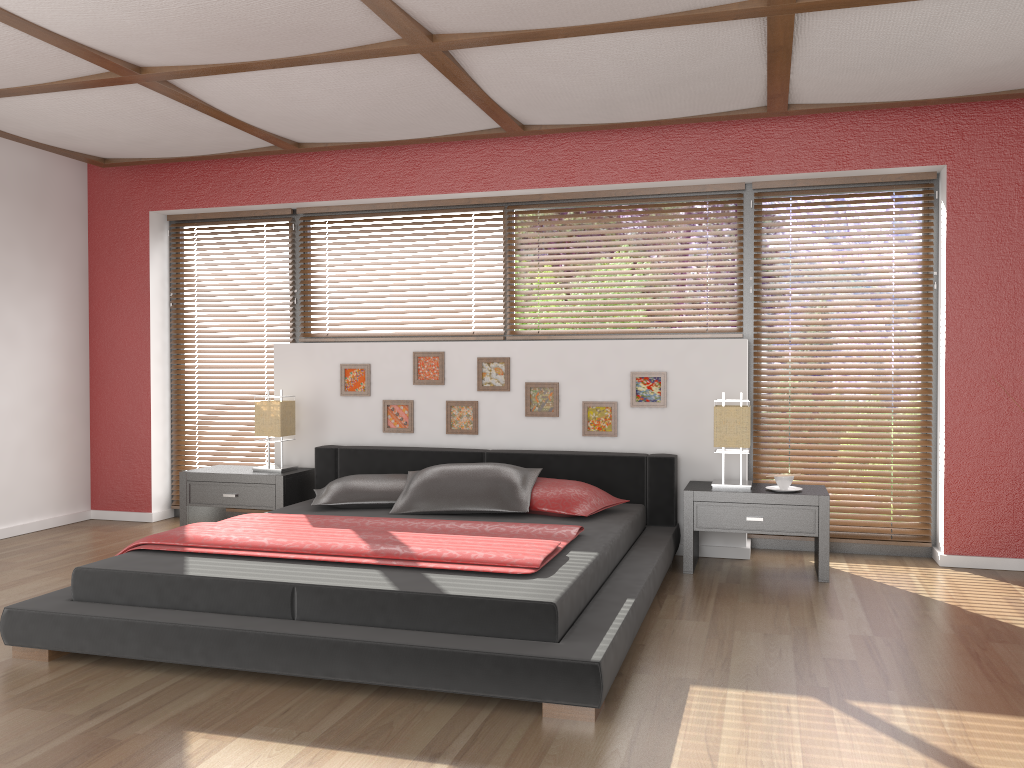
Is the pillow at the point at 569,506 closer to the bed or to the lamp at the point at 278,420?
the bed

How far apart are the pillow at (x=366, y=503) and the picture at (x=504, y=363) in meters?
0.8

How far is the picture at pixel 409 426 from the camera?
5.36m

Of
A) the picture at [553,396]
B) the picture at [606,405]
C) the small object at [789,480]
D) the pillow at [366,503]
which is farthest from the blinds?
the pillow at [366,503]

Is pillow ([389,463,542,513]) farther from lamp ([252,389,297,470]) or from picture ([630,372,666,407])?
lamp ([252,389,297,470])

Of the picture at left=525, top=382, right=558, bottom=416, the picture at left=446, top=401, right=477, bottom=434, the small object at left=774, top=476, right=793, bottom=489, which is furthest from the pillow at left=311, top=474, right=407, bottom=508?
the small object at left=774, top=476, right=793, bottom=489

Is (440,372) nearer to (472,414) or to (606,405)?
(472,414)

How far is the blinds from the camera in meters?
4.9 m

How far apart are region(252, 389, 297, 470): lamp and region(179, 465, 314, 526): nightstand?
0.1 meters

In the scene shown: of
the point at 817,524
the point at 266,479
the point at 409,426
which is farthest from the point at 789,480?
the point at 266,479
